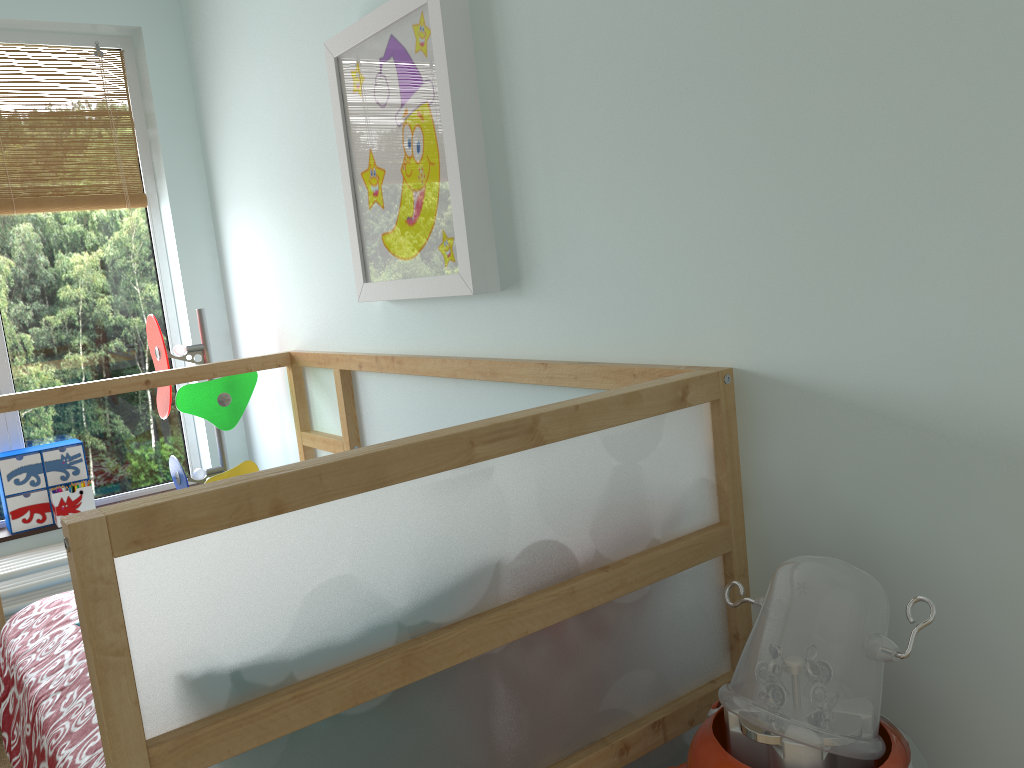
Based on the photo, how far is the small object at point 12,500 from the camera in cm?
271

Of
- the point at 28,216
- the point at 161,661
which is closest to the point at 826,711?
the point at 161,661

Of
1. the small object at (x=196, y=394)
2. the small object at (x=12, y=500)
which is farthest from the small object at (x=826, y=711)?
the small object at (x=12, y=500)

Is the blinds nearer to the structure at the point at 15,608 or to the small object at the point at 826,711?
the structure at the point at 15,608

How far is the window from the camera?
2.8m

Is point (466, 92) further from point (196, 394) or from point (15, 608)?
point (15, 608)

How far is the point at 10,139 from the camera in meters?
2.8 m

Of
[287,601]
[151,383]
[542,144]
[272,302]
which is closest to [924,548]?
[287,601]

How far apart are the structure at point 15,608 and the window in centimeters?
26cm

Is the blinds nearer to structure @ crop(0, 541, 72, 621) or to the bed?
the bed
